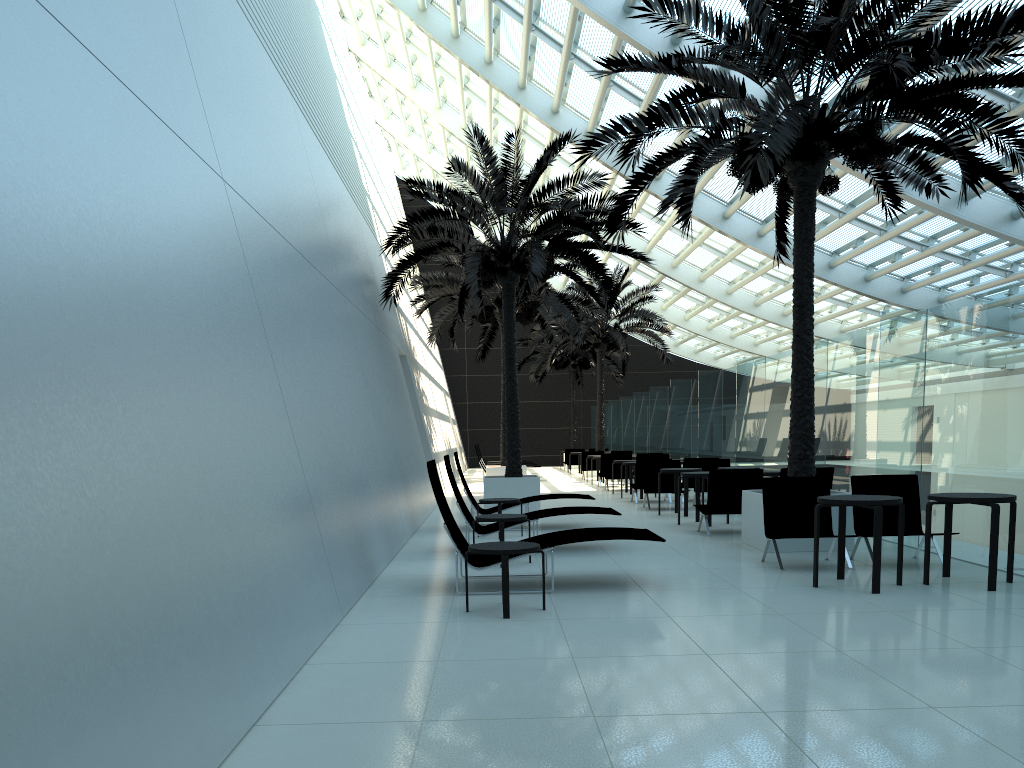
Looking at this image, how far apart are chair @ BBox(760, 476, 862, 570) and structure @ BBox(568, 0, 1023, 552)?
0.8 meters

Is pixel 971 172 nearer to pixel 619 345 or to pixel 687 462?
pixel 687 462

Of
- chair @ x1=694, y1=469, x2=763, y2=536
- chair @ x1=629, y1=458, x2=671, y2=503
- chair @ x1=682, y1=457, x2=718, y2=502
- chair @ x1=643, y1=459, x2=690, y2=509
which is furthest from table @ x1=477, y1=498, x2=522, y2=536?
chair @ x1=682, y1=457, x2=718, y2=502

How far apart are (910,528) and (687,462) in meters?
8.3 m

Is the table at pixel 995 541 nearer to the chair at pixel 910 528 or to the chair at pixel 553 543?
the chair at pixel 910 528

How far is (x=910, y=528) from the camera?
8.93m

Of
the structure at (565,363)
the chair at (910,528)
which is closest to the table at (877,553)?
the chair at (910,528)

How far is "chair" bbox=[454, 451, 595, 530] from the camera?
12.6 meters

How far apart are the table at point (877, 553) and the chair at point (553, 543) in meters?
1.4 m

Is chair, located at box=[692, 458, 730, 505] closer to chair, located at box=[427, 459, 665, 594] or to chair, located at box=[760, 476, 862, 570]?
chair, located at box=[760, 476, 862, 570]
